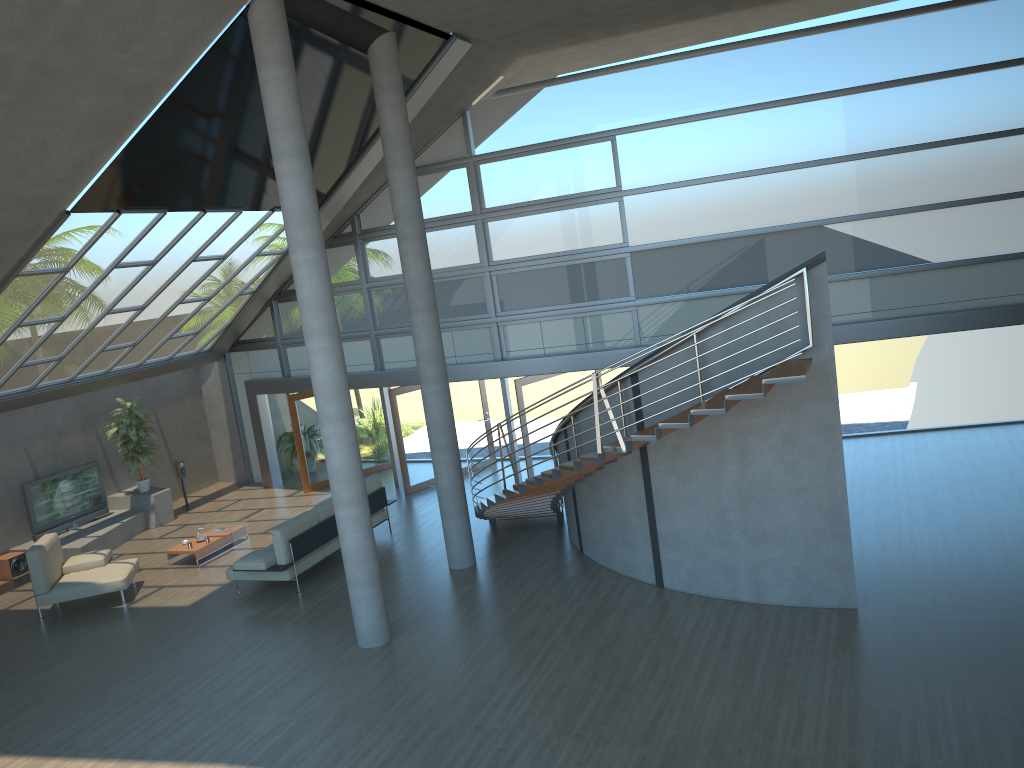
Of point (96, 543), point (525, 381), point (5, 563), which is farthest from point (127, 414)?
point (525, 381)

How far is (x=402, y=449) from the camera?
16.15m

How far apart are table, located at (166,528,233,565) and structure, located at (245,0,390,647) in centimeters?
500cm

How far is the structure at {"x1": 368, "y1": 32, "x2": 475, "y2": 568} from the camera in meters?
11.0 m

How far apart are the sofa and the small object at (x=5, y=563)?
4.9 meters

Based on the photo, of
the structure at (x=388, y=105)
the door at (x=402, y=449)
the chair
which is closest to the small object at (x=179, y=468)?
the chair

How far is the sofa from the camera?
11.71m

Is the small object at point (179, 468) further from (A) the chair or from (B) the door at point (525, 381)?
(B) the door at point (525, 381)

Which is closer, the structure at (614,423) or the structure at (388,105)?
the structure at (614,423)

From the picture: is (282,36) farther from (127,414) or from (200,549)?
(127,414)
